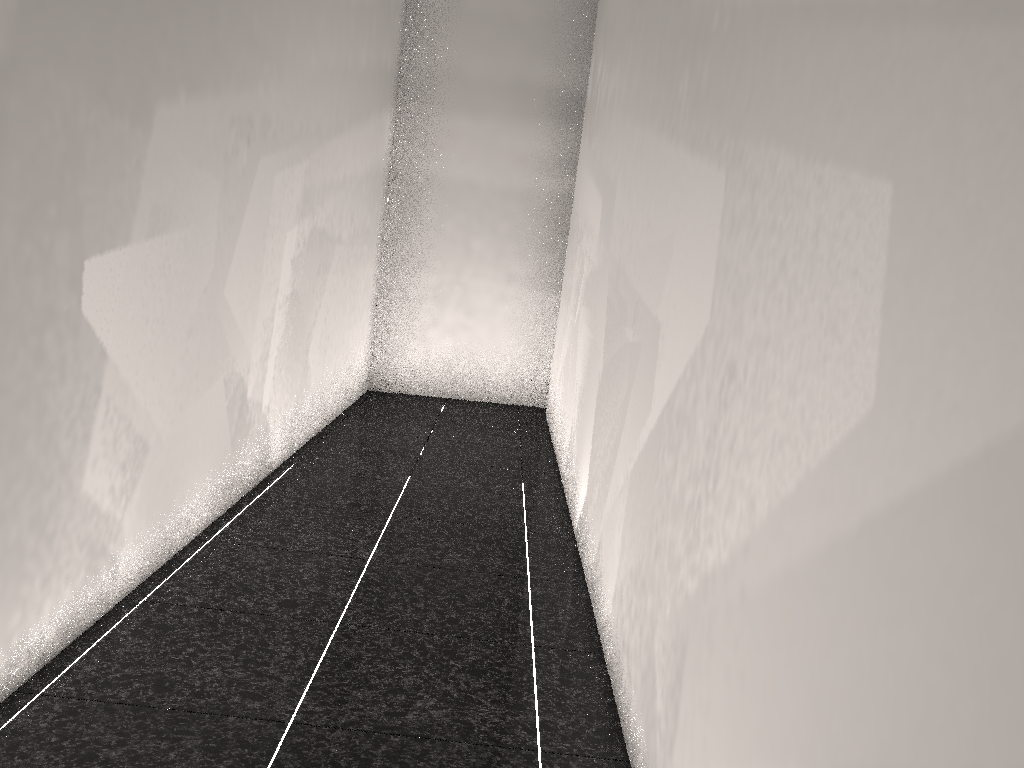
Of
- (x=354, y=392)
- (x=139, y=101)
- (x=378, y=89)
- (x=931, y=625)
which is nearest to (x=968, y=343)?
(x=931, y=625)
